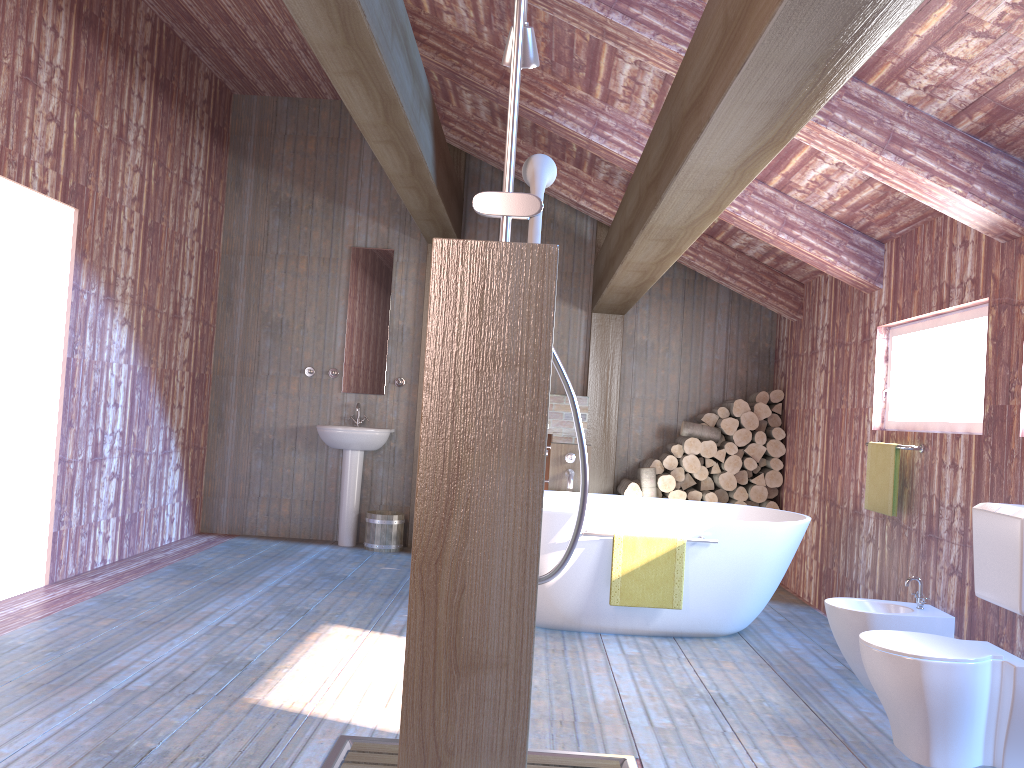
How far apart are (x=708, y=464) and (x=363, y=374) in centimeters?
284cm

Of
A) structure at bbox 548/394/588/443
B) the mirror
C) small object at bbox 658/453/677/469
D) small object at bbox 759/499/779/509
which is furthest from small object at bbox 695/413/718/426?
the mirror

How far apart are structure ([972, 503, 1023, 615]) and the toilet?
0.17m

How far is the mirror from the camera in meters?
7.2

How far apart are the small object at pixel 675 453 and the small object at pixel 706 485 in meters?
0.3 m

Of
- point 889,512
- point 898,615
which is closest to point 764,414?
point 889,512

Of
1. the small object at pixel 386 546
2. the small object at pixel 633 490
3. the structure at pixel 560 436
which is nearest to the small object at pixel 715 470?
the small object at pixel 633 490

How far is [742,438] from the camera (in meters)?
6.70

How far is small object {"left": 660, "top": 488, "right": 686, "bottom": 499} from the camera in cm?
670

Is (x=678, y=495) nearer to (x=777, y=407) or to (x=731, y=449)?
(x=731, y=449)
